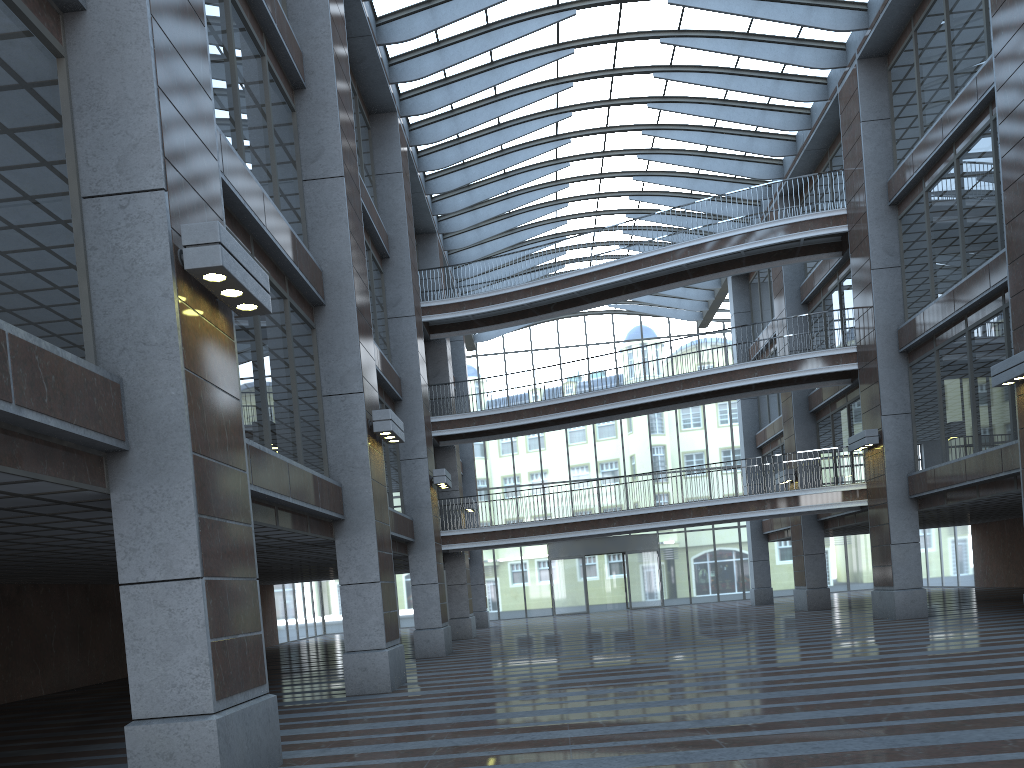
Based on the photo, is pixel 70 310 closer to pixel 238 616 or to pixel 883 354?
pixel 238 616

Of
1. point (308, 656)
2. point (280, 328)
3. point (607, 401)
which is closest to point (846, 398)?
point (607, 401)
